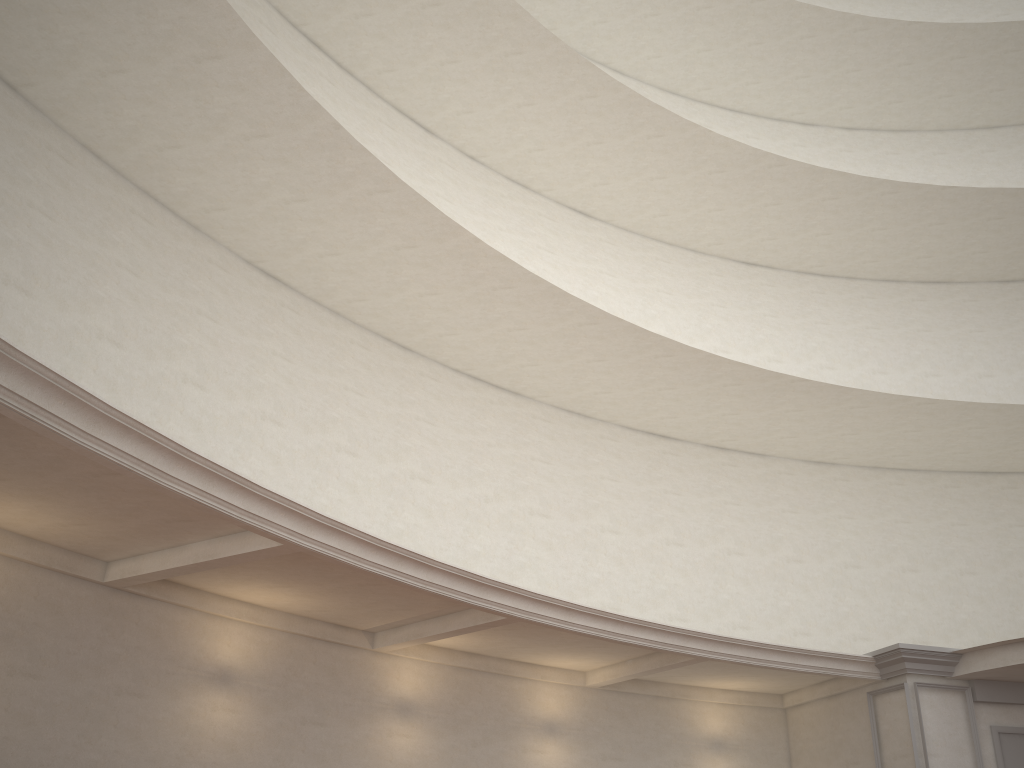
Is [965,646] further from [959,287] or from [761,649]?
[959,287]
